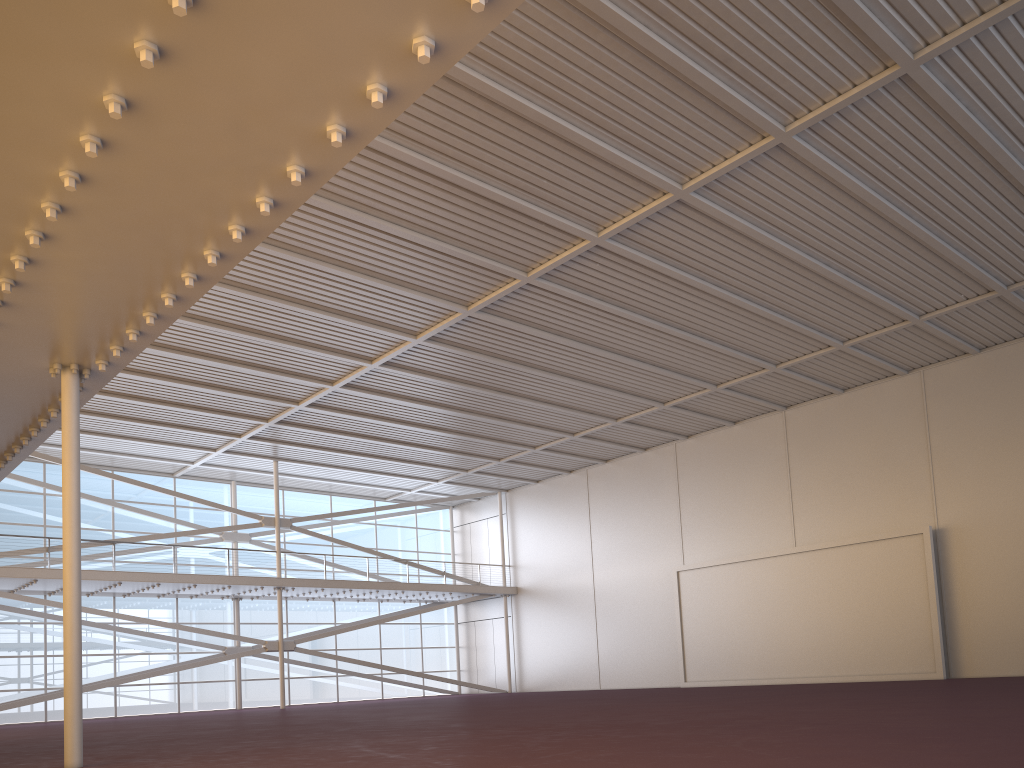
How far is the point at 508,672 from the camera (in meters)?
40.14
